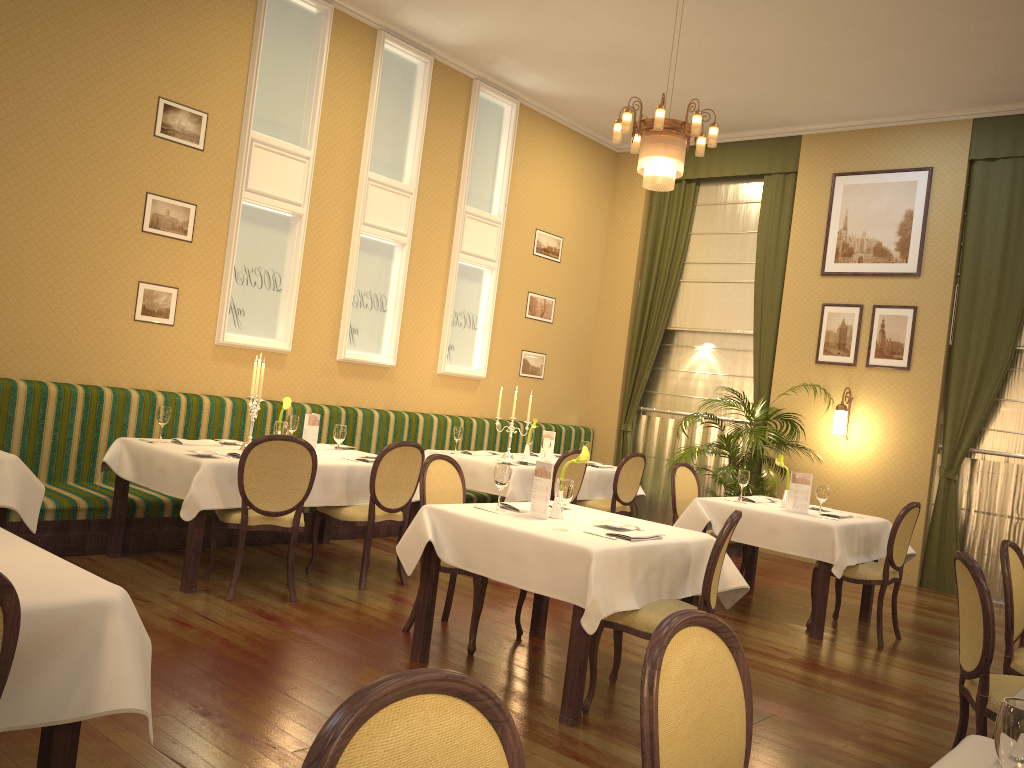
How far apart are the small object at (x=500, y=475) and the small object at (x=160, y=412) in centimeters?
244cm

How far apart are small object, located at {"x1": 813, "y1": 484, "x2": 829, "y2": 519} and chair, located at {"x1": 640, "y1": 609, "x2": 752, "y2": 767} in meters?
4.3 m

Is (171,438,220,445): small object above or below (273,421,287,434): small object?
below

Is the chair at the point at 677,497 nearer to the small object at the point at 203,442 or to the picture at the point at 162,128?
the small object at the point at 203,442

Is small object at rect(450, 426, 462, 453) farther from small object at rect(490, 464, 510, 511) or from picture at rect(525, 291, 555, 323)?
small object at rect(490, 464, 510, 511)

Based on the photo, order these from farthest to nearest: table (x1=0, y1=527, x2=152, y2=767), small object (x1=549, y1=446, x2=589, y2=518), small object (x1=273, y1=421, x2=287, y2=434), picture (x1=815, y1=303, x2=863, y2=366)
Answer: picture (x1=815, y1=303, x2=863, y2=366)
small object (x1=273, y1=421, x2=287, y2=434)
small object (x1=549, y1=446, x2=589, y2=518)
table (x1=0, y1=527, x2=152, y2=767)

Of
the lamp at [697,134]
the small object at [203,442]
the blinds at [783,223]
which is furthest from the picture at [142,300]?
the blinds at [783,223]

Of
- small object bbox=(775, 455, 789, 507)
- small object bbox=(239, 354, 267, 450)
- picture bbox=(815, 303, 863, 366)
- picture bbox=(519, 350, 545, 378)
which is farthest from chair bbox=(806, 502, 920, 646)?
picture bbox=(519, 350, 545, 378)

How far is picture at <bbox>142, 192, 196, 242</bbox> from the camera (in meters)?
6.51

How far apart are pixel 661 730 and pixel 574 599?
2.1 meters
